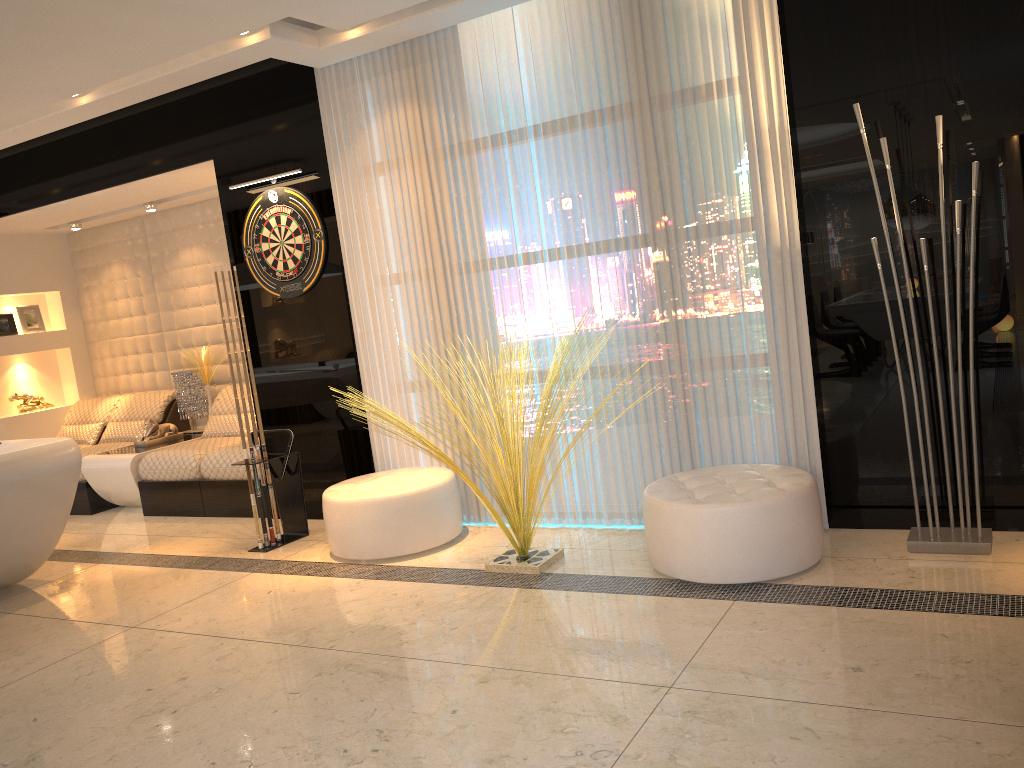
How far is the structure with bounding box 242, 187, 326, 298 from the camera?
5.24m

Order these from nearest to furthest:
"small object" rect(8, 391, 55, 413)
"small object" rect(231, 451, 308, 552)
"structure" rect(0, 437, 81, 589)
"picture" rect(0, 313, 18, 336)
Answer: "structure" rect(0, 437, 81, 589) < "small object" rect(231, 451, 308, 552) < "picture" rect(0, 313, 18, 336) < "small object" rect(8, 391, 55, 413)

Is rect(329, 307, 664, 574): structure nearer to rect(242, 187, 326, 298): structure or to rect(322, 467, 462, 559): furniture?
rect(322, 467, 462, 559): furniture

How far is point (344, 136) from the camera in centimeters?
497cm

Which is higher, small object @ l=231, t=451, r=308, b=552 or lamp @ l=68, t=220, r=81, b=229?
lamp @ l=68, t=220, r=81, b=229

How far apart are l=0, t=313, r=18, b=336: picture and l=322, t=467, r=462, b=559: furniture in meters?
4.5

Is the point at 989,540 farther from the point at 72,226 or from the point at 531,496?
the point at 72,226

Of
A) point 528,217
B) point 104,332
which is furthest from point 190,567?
point 104,332

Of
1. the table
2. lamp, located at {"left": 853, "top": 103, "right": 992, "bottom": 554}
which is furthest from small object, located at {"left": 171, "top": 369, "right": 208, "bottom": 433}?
lamp, located at {"left": 853, "top": 103, "right": 992, "bottom": 554}

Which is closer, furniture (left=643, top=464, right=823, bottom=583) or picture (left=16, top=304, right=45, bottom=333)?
furniture (left=643, top=464, right=823, bottom=583)
